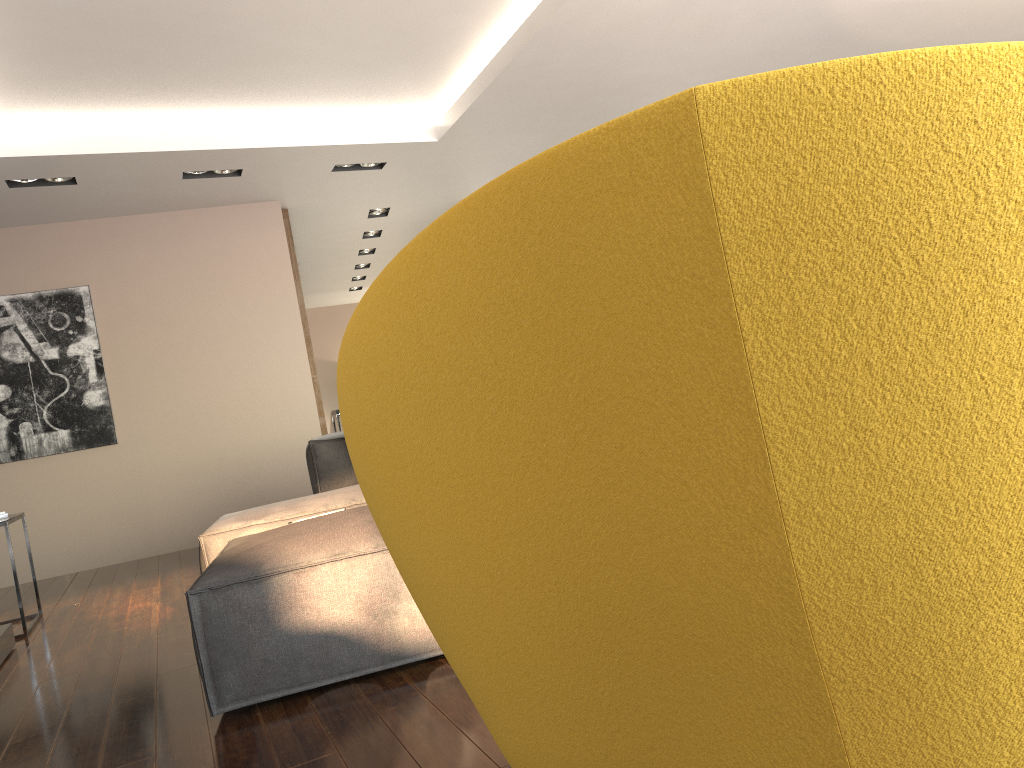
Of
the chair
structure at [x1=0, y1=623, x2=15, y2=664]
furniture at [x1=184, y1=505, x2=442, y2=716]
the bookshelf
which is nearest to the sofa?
furniture at [x1=184, y1=505, x2=442, y2=716]

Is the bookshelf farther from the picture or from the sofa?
the sofa

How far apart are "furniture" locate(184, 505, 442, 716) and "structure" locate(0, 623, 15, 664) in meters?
1.4

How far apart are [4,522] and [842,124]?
4.7m

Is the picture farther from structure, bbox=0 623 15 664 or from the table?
structure, bbox=0 623 15 664

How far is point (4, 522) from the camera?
4.4m

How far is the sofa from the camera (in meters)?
3.92

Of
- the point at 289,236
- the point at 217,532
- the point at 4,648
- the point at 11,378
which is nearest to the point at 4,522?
the point at 4,648

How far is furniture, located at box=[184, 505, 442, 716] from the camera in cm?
252

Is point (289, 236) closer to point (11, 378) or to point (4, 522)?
point (11, 378)
